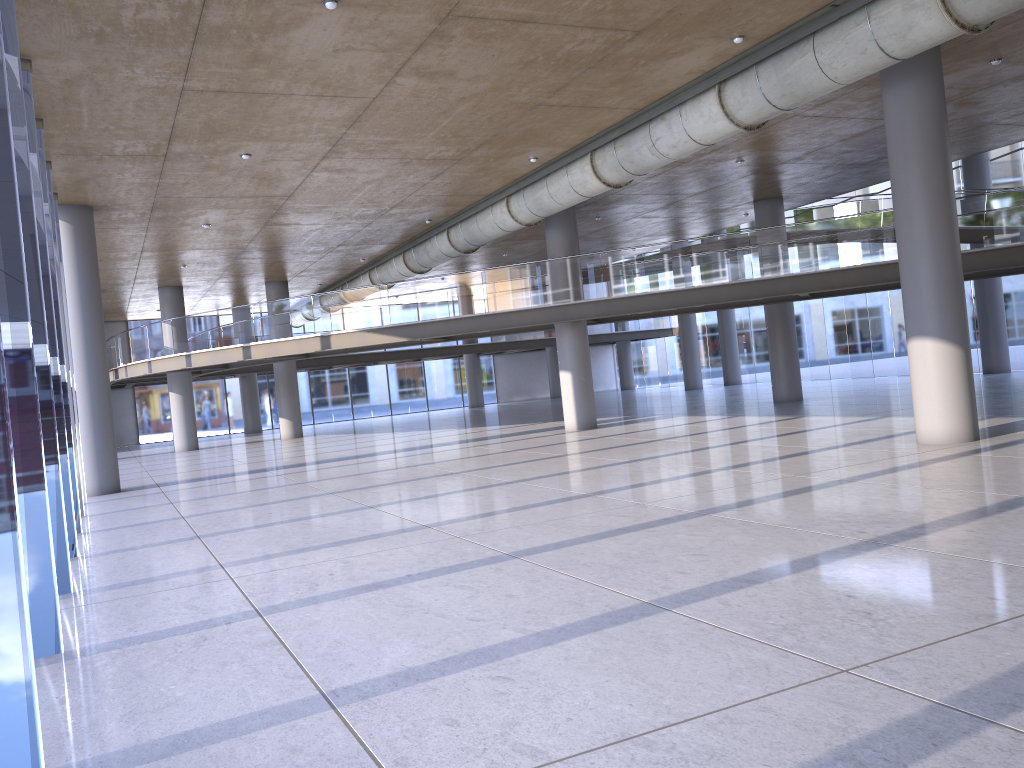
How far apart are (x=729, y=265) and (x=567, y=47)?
9.00m

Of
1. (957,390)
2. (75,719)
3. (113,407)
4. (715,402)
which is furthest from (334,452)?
(113,407)
